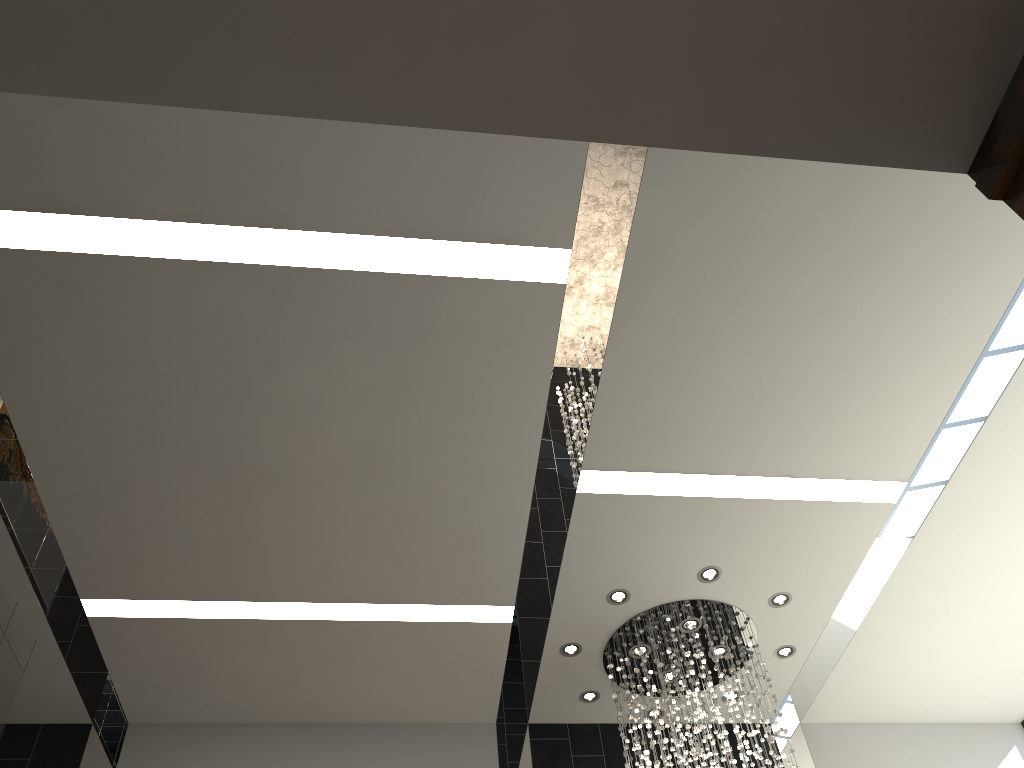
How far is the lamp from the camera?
6.4 meters

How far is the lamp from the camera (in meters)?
6.44

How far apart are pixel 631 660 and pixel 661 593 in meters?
0.8

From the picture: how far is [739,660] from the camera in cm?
644
